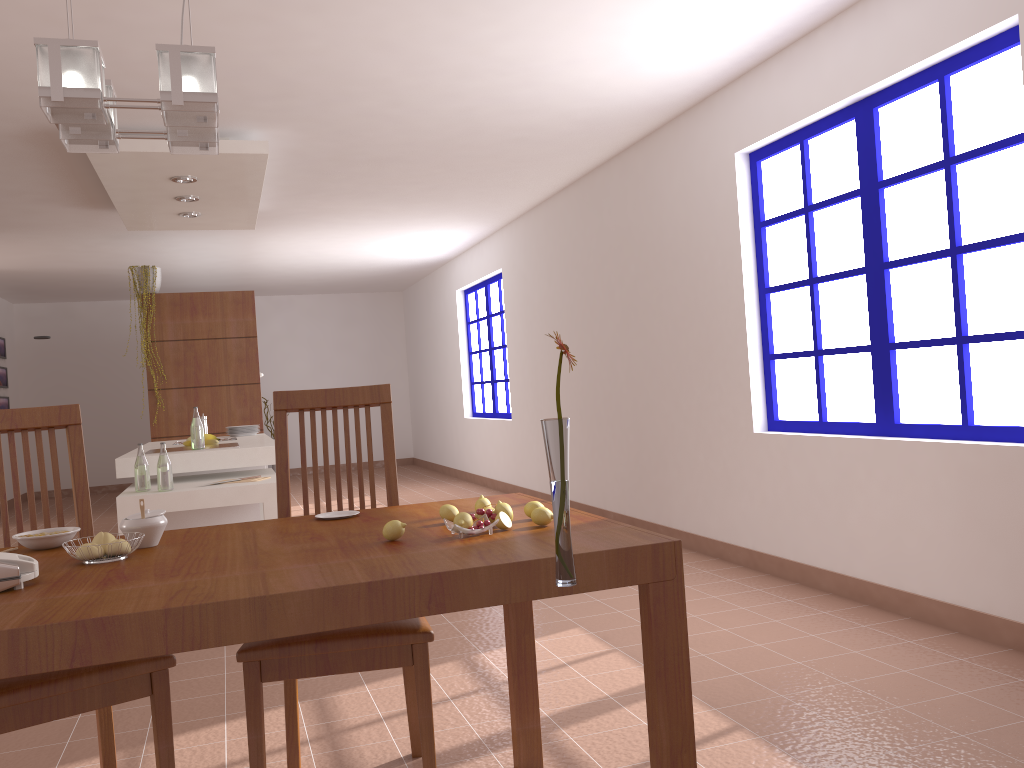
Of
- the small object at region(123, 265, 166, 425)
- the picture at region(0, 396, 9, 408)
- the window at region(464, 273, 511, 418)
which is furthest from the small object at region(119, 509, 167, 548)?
the picture at region(0, 396, 9, 408)

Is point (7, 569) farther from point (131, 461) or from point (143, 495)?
point (131, 461)

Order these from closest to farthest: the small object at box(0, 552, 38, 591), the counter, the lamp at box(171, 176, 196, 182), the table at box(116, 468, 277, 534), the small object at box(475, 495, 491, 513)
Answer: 1. the small object at box(0, 552, 38, 591)
2. the small object at box(475, 495, 491, 513)
3. the table at box(116, 468, 277, 534)
4. the counter
5. the lamp at box(171, 176, 196, 182)

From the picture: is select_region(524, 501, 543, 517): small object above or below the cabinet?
above

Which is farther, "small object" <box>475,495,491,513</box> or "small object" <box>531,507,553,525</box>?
"small object" <box>475,495,491,513</box>

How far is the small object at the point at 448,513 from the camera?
1.9m

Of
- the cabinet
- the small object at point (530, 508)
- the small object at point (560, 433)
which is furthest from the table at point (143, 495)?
the small object at point (560, 433)

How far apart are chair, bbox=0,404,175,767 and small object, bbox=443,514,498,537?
0.7m

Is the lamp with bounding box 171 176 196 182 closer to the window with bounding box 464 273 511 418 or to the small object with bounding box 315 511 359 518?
the small object with bounding box 315 511 359 518

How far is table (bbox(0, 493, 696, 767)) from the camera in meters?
1.3
